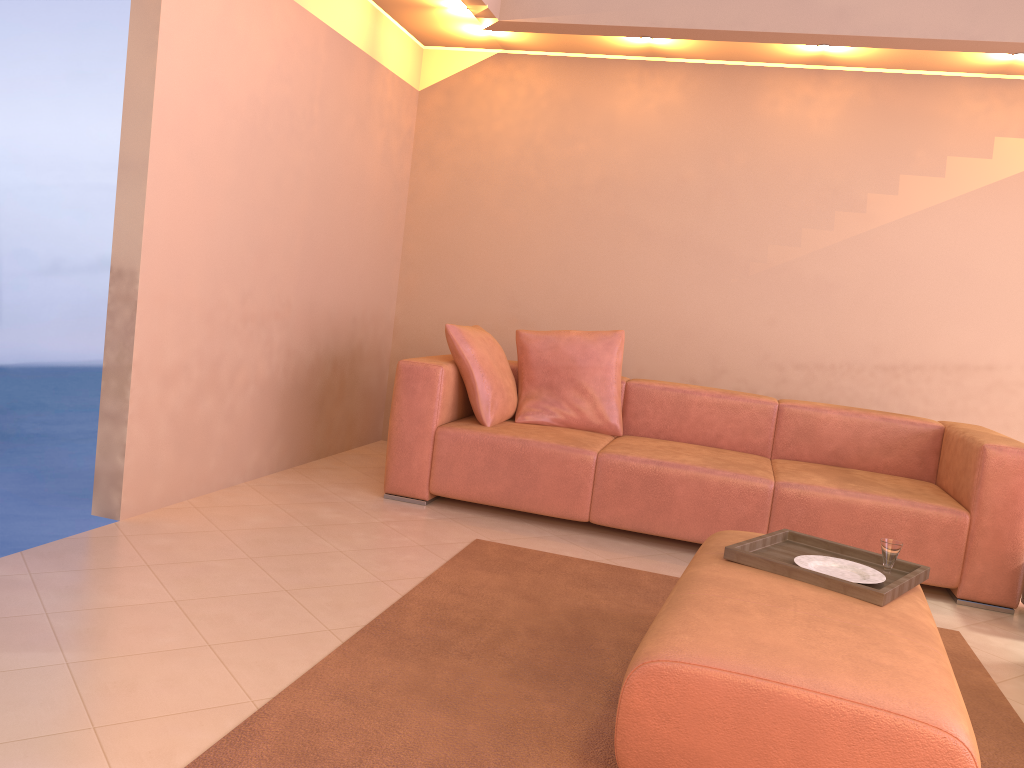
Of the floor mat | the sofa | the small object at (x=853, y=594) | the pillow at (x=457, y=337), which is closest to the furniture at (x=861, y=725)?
the small object at (x=853, y=594)

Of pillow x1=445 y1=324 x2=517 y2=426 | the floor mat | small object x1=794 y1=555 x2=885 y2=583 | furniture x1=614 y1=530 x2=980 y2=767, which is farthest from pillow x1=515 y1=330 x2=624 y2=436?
small object x1=794 y1=555 x2=885 y2=583

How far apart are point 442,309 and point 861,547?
2.9 meters

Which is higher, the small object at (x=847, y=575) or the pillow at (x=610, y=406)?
the pillow at (x=610, y=406)

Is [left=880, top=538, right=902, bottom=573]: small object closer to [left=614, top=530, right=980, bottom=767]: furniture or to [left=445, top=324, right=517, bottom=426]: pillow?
[left=614, top=530, right=980, bottom=767]: furniture

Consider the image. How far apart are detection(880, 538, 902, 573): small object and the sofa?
1.12m

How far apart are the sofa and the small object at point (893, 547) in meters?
1.1

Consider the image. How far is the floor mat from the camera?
1.93m

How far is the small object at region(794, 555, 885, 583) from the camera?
2.43m

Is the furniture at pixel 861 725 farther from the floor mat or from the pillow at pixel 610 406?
the pillow at pixel 610 406
